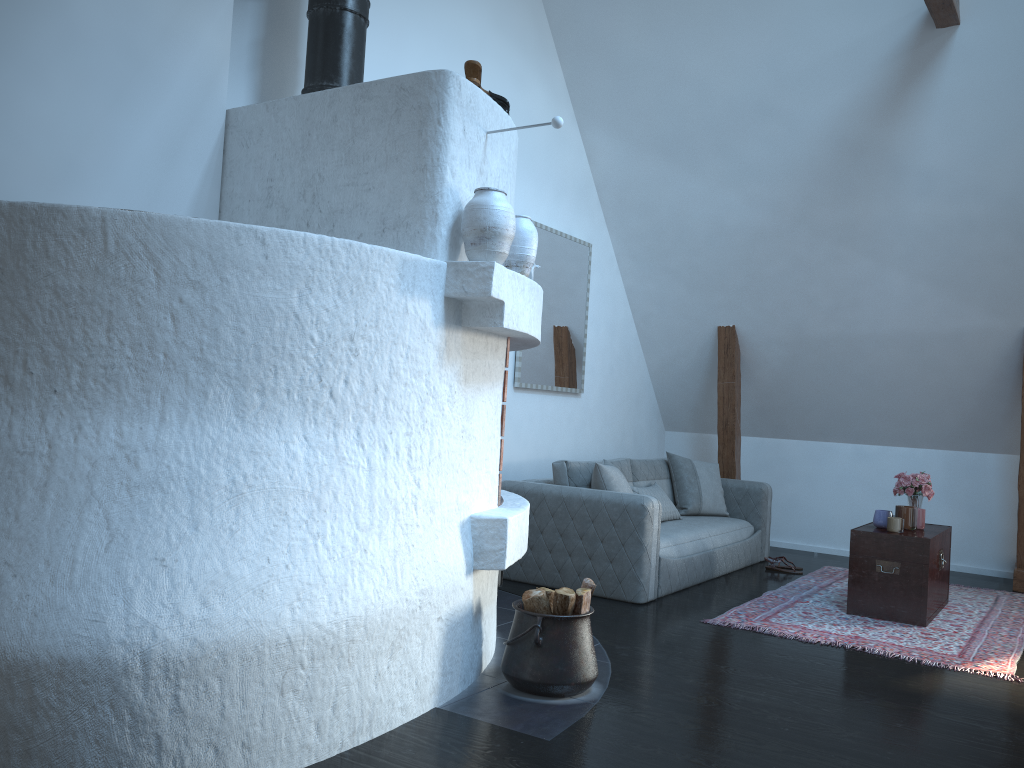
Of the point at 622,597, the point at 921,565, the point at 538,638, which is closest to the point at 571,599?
the point at 538,638

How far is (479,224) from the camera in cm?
321

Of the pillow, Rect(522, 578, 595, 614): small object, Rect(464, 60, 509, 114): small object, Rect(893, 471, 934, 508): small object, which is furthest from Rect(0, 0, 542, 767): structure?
Rect(893, 471, 934, 508): small object

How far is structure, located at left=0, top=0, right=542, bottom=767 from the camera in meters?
2.3

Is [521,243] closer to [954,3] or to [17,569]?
[17,569]

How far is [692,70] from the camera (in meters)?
6.15

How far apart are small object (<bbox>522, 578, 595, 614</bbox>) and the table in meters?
2.3

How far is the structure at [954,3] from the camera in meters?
5.0

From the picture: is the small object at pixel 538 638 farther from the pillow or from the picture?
the picture

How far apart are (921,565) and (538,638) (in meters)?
2.73
